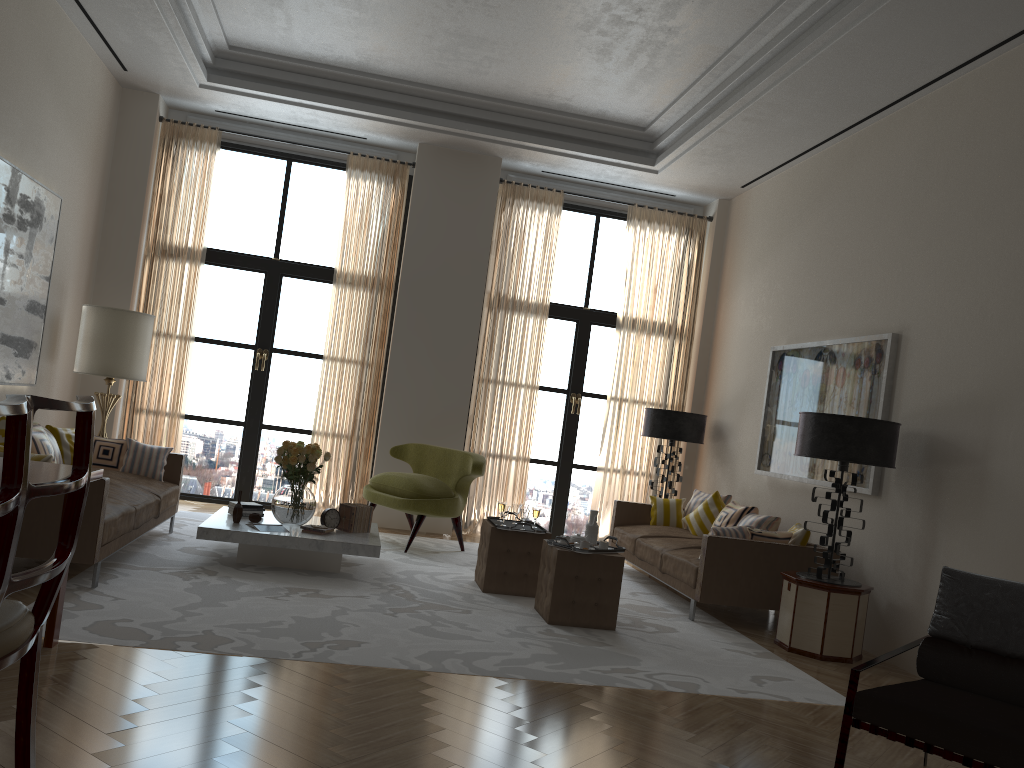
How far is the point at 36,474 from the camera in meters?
4.5 m

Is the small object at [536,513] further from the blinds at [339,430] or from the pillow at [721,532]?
the blinds at [339,430]

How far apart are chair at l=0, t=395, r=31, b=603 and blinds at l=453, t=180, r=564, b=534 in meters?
9.5

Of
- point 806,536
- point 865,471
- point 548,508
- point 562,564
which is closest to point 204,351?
point 548,508

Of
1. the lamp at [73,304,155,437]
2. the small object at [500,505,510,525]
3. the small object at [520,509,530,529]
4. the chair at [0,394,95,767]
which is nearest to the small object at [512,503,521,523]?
the small object at [500,505,510,525]

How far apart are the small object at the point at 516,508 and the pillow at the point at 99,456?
3.9 meters

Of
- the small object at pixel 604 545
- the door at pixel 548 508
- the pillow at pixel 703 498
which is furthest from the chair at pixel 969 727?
the door at pixel 548 508

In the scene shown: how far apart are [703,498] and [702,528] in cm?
60

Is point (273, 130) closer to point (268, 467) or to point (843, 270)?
point (268, 467)

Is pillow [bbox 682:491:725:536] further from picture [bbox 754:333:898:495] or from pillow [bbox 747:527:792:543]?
pillow [bbox 747:527:792:543]
